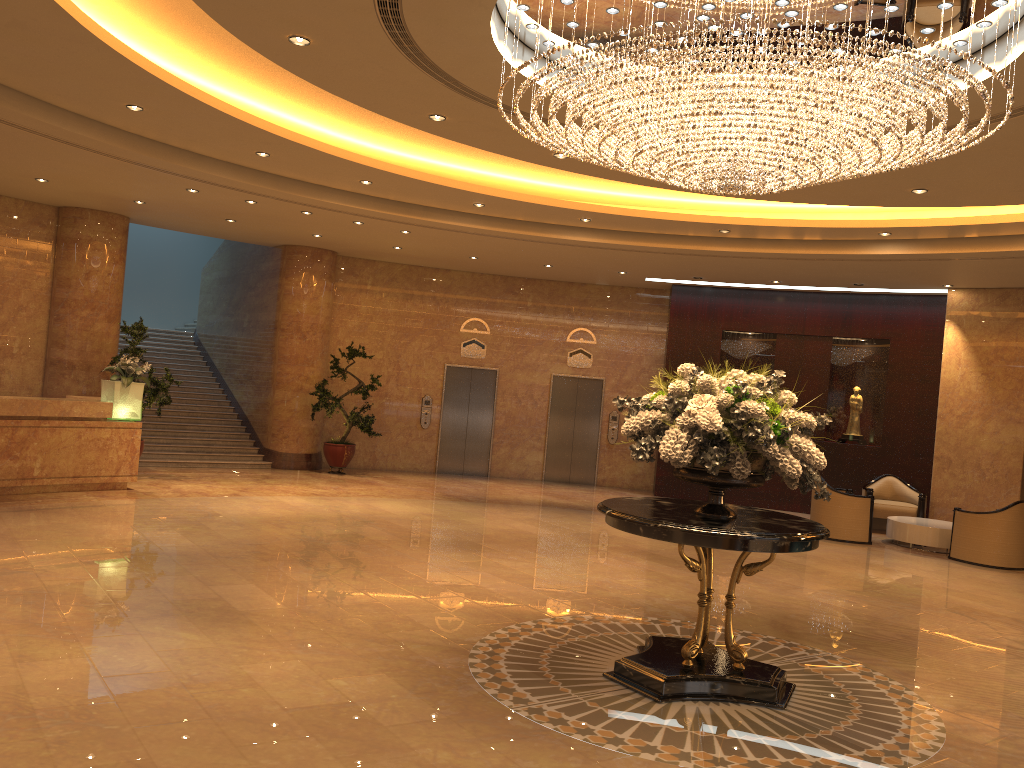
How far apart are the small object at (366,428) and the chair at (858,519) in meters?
7.4 m

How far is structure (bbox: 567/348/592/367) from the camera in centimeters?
1756cm

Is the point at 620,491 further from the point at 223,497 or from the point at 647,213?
the point at 223,497

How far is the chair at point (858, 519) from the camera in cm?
1266

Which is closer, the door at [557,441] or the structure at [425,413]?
the structure at [425,413]

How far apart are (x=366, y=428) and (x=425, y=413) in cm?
193

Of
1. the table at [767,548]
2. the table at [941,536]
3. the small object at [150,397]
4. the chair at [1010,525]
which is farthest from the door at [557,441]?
the table at [767,548]

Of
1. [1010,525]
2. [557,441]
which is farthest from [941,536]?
[557,441]

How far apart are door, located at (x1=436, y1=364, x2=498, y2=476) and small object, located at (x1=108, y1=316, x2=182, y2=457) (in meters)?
5.61

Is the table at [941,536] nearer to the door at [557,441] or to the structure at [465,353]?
the door at [557,441]
